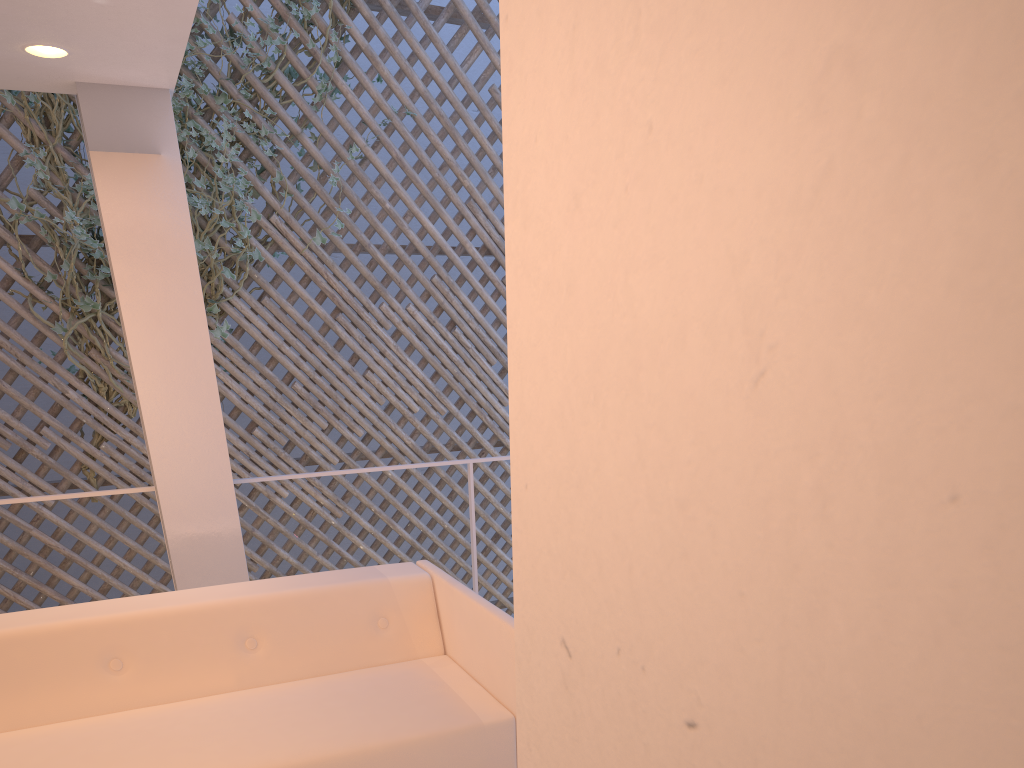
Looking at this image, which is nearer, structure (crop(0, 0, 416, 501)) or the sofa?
the sofa

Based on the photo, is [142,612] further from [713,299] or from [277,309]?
[277,309]

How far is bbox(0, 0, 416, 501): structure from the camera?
2.9m

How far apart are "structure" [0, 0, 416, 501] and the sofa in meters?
1.7

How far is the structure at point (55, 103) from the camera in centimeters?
289cm

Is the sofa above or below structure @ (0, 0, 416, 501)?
below

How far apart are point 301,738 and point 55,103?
2.57m

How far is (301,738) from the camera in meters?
1.2
